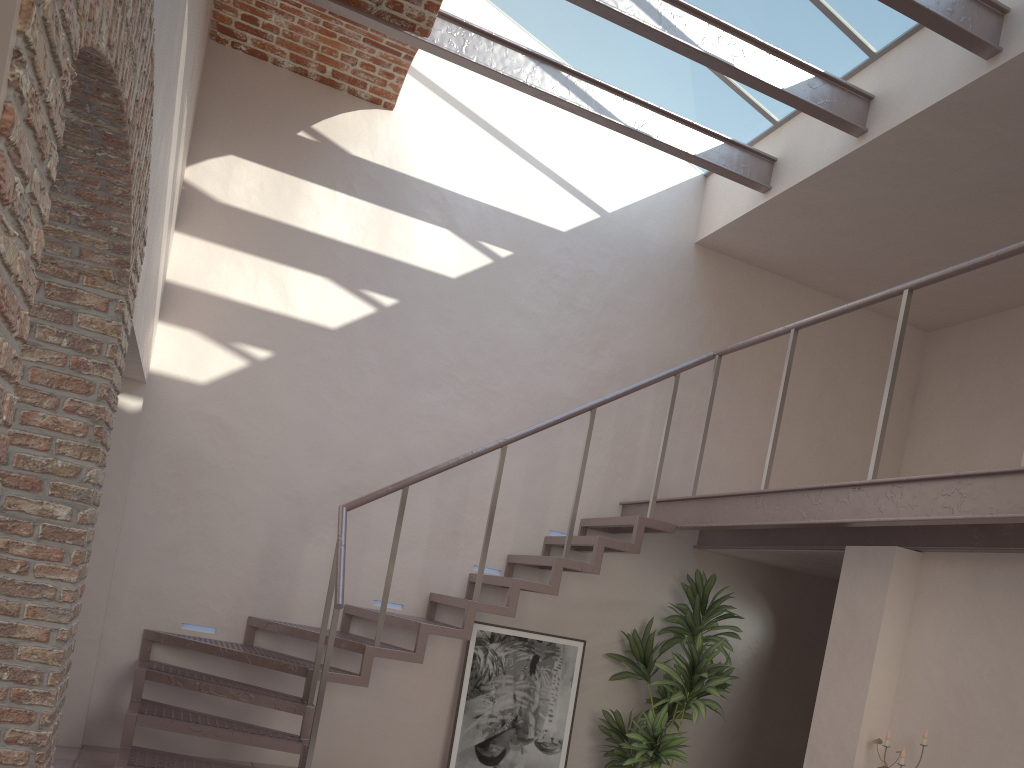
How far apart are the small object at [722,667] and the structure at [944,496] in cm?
29

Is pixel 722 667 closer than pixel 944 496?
No

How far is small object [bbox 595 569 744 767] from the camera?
6.1m

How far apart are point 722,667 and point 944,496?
2.4 meters

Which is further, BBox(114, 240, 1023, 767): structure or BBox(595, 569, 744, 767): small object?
BBox(595, 569, 744, 767): small object

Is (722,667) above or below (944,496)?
below

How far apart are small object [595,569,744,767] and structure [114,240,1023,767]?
0.3m

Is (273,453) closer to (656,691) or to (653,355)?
(653,355)

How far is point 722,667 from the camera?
6.1m

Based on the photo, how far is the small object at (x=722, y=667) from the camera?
6.10m
